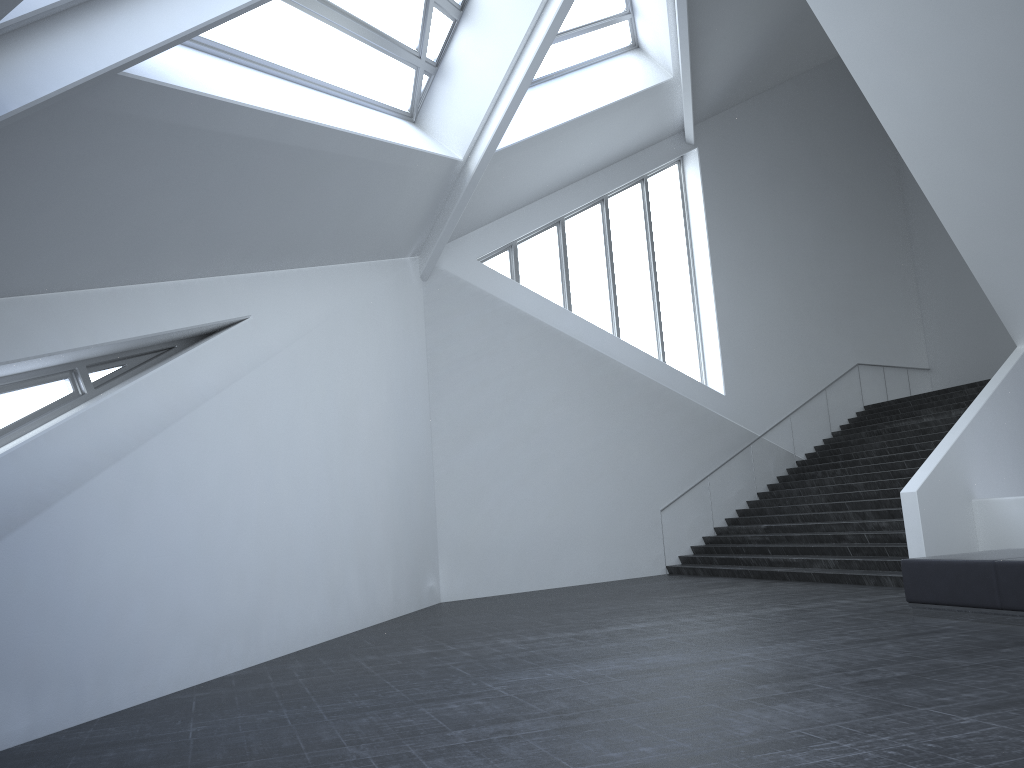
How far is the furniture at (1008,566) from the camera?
7.9 meters

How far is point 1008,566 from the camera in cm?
787

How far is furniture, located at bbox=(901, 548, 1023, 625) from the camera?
7.87m
